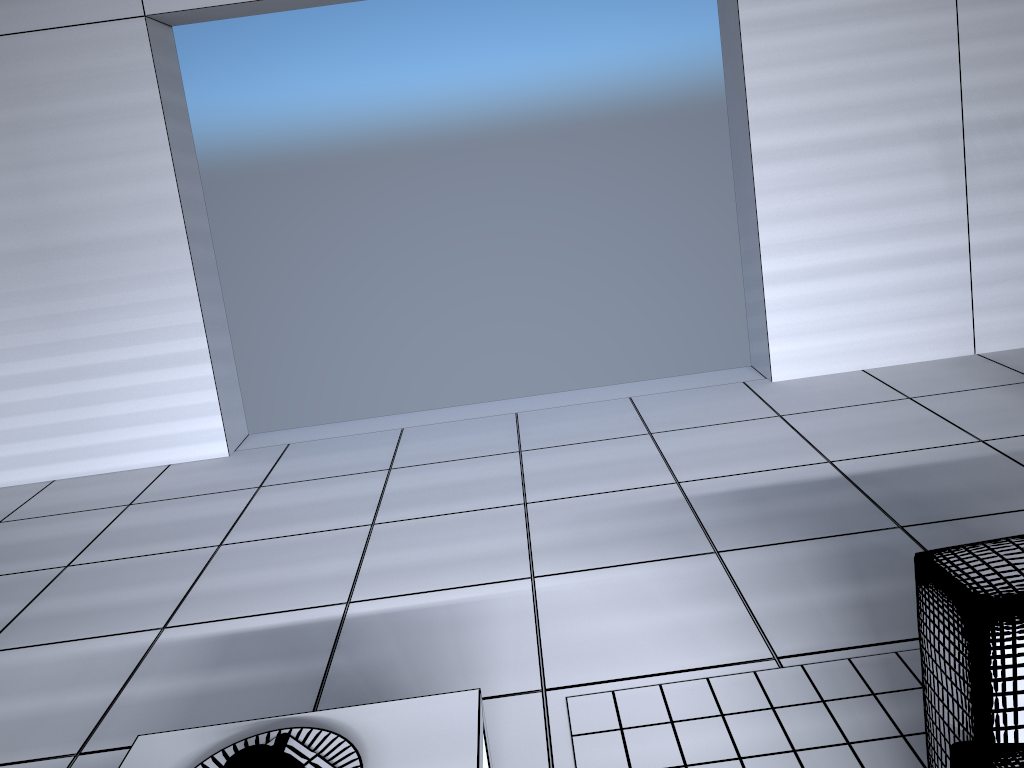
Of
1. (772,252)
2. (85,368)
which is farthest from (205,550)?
(772,252)

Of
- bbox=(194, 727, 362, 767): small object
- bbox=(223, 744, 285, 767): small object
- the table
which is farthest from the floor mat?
bbox=(223, 744, 285, 767): small object

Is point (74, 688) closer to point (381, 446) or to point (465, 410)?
point (381, 446)

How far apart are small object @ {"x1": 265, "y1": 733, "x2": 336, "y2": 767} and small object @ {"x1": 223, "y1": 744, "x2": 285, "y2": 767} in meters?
0.1

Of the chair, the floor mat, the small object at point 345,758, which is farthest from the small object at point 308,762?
the chair

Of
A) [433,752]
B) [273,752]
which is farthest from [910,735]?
[273,752]

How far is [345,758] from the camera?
1.54m

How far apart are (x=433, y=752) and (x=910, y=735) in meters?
1.1

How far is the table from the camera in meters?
1.6 m

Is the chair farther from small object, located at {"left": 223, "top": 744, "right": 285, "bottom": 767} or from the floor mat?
small object, located at {"left": 223, "top": 744, "right": 285, "bottom": 767}
